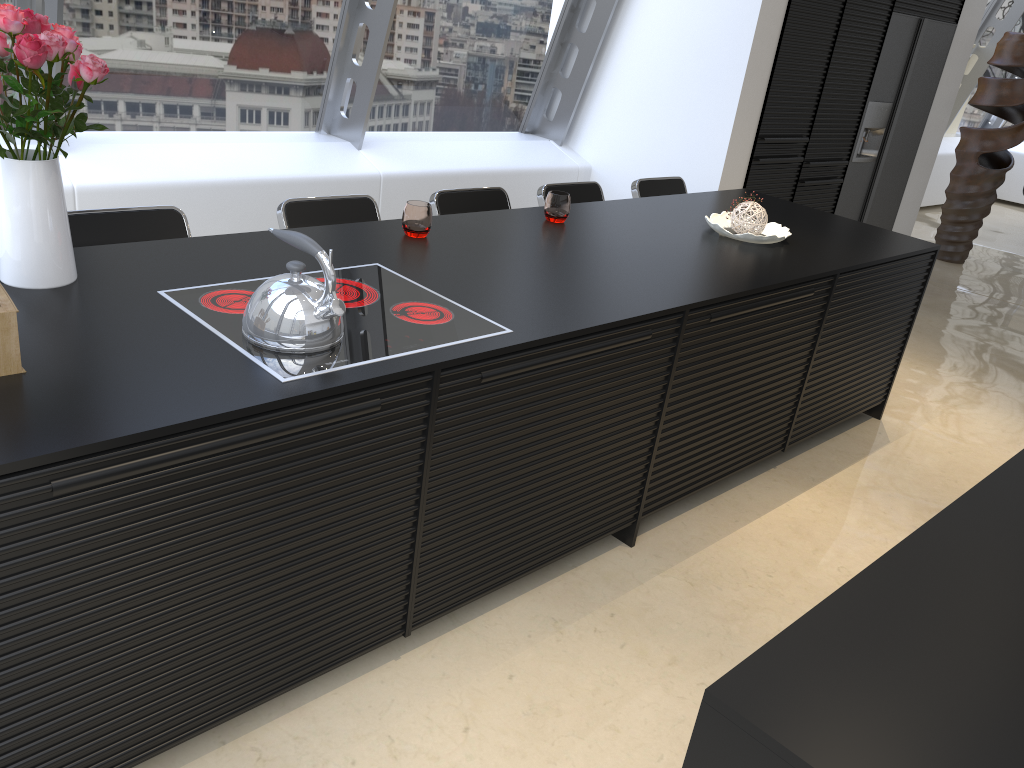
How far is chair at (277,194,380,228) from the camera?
3.0 meters

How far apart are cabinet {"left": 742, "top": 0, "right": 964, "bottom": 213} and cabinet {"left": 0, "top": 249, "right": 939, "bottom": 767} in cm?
160

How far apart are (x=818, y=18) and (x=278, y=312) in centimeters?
441cm

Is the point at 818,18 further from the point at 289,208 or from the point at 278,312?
the point at 278,312

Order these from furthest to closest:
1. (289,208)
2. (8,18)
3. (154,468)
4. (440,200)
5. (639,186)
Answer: (639,186)
(440,200)
(289,208)
(8,18)
(154,468)

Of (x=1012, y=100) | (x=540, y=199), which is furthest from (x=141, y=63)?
(x=1012, y=100)

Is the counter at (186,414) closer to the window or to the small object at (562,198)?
the small object at (562,198)

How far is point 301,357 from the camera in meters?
1.9

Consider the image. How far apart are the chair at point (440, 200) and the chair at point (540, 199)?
0.2m

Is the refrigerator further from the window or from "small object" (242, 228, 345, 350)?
"small object" (242, 228, 345, 350)
